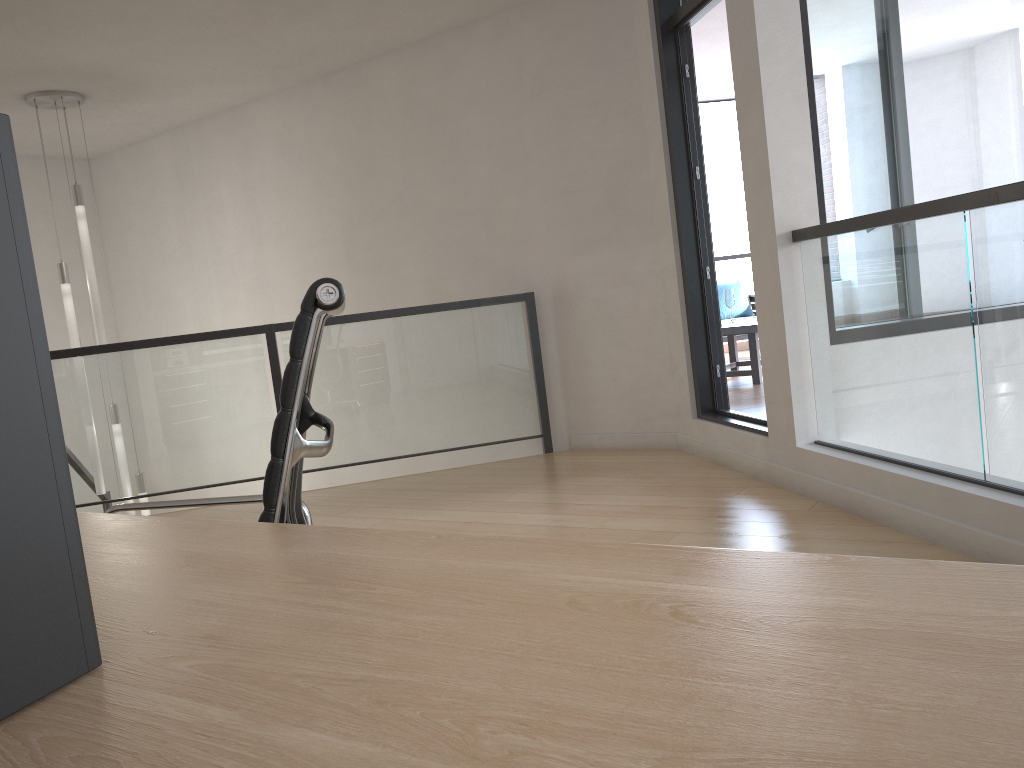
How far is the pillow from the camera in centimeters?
930cm

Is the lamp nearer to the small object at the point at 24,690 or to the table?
the table

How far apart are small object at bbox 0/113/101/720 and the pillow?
9.14m

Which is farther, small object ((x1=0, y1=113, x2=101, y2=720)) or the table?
the table

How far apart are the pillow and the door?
4.6m

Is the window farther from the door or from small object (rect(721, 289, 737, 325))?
small object (rect(721, 289, 737, 325))

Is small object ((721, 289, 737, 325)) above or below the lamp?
A: below

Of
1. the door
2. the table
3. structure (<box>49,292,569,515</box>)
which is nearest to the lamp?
structure (<box>49,292,569,515</box>)

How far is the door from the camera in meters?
4.6 m

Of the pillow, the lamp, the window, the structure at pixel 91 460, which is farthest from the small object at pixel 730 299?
the lamp
